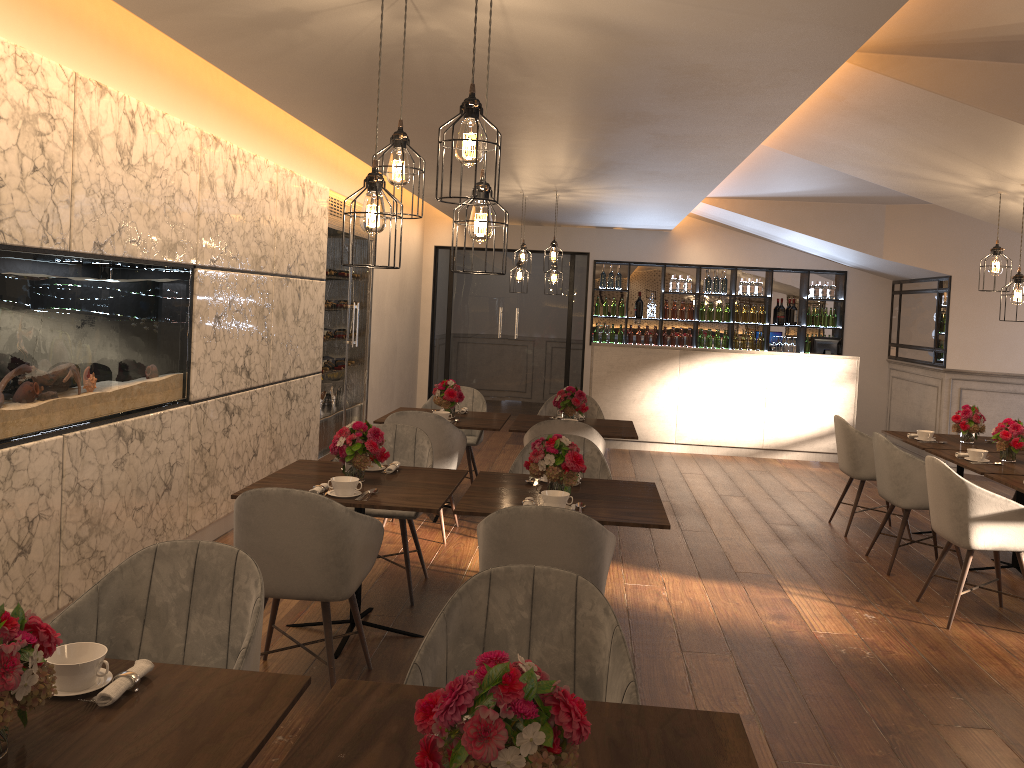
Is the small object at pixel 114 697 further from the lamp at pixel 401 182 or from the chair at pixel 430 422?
the chair at pixel 430 422

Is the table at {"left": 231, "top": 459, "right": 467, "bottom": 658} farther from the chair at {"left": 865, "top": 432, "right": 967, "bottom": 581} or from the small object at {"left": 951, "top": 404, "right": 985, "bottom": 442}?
the small object at {"left": 951, "top": 404, "right": 985, "bottom": 442}

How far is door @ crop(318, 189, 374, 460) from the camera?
7.87m

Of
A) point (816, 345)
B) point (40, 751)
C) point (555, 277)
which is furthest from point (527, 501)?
point (816, 345)

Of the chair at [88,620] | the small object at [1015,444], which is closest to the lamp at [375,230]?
the chair at [88,620]

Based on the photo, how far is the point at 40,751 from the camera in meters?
1.7

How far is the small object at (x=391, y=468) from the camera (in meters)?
4.41

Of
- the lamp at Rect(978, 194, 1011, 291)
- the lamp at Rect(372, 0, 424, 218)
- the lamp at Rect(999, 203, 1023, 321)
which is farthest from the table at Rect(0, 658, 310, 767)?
the lamp at Rect(978, 194, 1011, 291)

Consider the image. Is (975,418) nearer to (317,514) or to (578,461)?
(578,461)

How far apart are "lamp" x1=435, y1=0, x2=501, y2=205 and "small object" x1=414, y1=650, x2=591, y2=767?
1.4m
